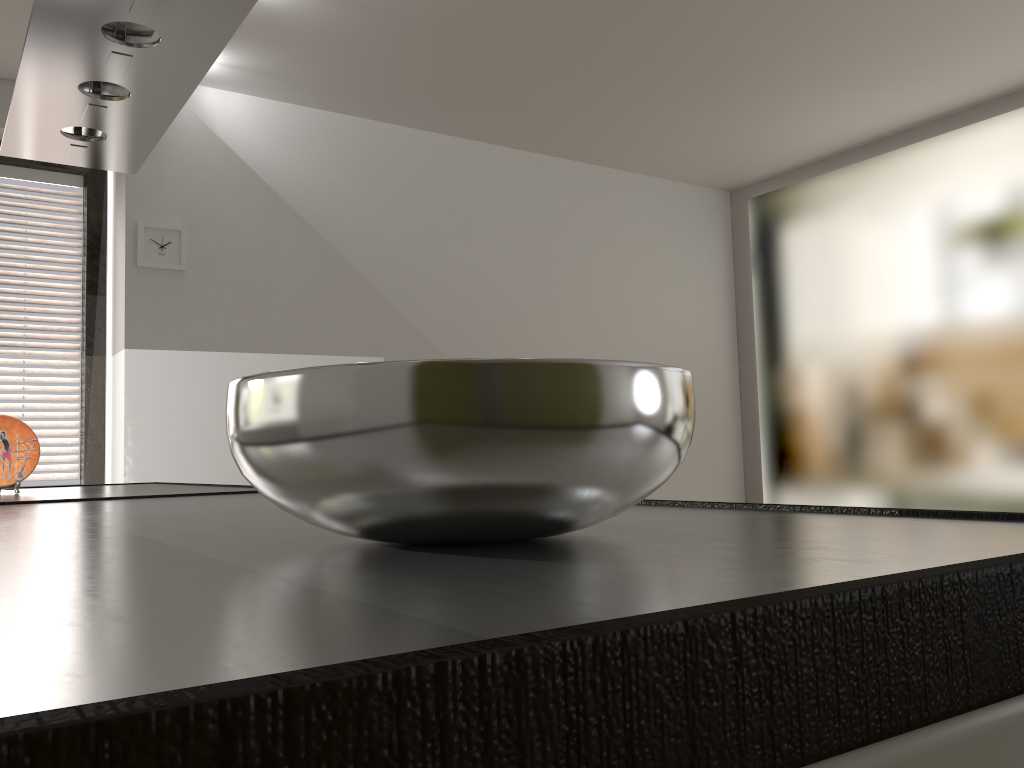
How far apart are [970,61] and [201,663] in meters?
4.2

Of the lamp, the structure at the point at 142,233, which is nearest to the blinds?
the structure at the point at 142,233

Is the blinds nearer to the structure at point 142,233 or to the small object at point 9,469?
the structure at point 142,233

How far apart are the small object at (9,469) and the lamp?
0.7 meters

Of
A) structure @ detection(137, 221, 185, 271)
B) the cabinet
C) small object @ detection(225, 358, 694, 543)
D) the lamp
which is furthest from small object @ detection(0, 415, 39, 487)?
small object @ detection(225, 358, 694, 543)

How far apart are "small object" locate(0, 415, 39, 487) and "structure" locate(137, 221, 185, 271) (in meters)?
1.42

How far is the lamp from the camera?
1.6m

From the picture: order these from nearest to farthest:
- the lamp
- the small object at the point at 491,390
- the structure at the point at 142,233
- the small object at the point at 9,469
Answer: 1. the small object at the point at 491,390
2. the lamp
3. the small object at the point at 9,469
4. the structure at the point at 142,233

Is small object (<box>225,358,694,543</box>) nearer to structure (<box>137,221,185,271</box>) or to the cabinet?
the cabinet

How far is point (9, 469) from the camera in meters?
2.1 m
